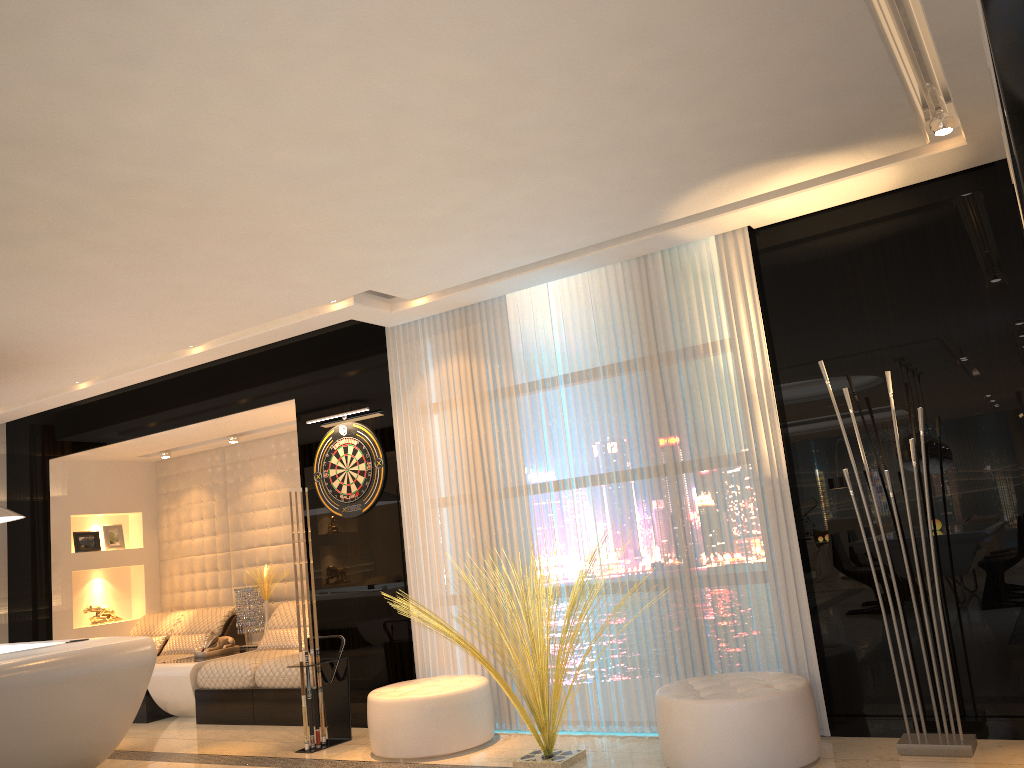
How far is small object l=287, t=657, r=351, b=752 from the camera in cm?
561

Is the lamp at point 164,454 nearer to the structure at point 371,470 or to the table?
the table

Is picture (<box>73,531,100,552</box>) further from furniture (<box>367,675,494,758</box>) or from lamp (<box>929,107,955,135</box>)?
lamp (<box>929,107,955,135</box>)

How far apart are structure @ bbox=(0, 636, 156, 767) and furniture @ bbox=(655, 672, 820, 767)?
3.12m

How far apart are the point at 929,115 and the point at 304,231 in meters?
2.9 m

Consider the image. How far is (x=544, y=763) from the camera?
4.3m

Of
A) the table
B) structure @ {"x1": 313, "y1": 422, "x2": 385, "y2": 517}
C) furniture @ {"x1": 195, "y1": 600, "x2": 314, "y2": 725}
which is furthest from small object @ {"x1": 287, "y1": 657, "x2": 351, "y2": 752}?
the table

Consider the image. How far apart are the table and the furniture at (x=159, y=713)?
0.1m

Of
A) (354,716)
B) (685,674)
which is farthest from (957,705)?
(354,716)

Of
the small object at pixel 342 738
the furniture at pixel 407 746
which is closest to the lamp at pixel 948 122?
the furniture at pixel 407 746
